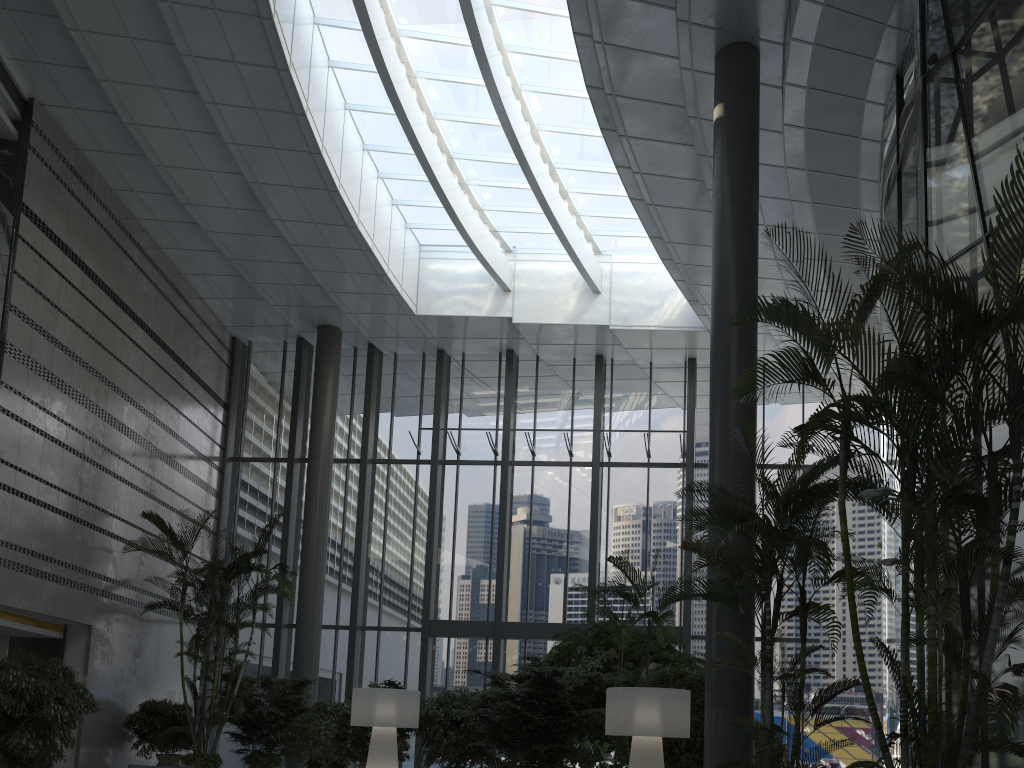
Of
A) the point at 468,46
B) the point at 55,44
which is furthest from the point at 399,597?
the point at 55,44

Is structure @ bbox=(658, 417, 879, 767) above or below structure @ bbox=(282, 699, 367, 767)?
above

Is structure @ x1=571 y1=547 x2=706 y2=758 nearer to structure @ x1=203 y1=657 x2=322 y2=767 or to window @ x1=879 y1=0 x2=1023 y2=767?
window @ x1=879 y1=0 x2=1023 y2=767

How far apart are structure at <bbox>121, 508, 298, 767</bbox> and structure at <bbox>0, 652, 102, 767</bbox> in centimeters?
153cm

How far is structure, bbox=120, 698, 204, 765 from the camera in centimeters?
1215cm

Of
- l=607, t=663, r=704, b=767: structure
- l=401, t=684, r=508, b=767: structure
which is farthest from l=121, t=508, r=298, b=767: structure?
l=607, t=663, r=704, b=767: structure

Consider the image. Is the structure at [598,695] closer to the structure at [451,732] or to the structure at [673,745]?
the structure at [451,732]

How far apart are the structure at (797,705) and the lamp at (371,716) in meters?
4.4 m

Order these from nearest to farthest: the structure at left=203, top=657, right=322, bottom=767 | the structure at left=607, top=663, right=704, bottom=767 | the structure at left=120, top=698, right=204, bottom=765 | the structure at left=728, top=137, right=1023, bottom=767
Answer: the structure at left=728, top=137, right=1023, bottom=767, the structure at left=607, top=663, right=704, bottom=767, the structure at left=120, top=698, right=204, bottom=765, the structure at left=203, top=657, right=322, bottom=767

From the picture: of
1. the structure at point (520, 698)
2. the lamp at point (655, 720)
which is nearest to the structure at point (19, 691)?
the structure at point (520, 698)
